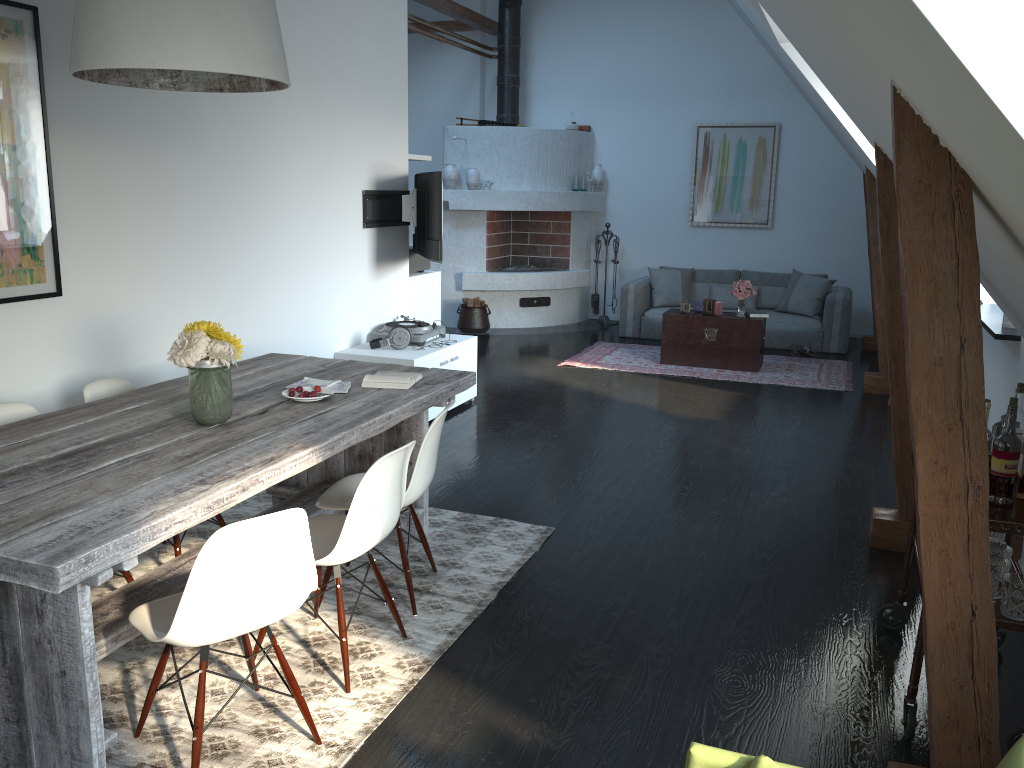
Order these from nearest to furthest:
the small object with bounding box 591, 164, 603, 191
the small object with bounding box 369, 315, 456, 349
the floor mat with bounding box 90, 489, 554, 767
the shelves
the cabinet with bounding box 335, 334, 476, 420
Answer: the shelves, the floor mat with bounding box 90, 489, 554, 767, the cabinet with bounding box 335, 334, 476, 420, the small object with bounding box 369, 315, 456, 349, the small object with bounding box 591, 164, 603, 191

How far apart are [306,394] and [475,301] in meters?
6.6

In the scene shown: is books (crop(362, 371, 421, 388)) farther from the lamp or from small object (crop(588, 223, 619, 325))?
small object (crop(588, 223, 619, 325))

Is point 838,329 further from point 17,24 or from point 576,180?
point 17,24

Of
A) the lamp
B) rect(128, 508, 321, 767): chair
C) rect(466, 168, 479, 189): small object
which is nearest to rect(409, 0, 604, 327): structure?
rect(466, 168, 479, 189): small object

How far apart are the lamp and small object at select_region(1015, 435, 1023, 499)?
2.7 meters

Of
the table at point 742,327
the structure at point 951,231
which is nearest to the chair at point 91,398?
the structure at point 951,231

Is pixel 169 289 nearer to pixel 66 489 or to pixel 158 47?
pixel 158 47

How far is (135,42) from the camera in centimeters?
264cm

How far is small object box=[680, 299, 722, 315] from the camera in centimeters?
831cm
